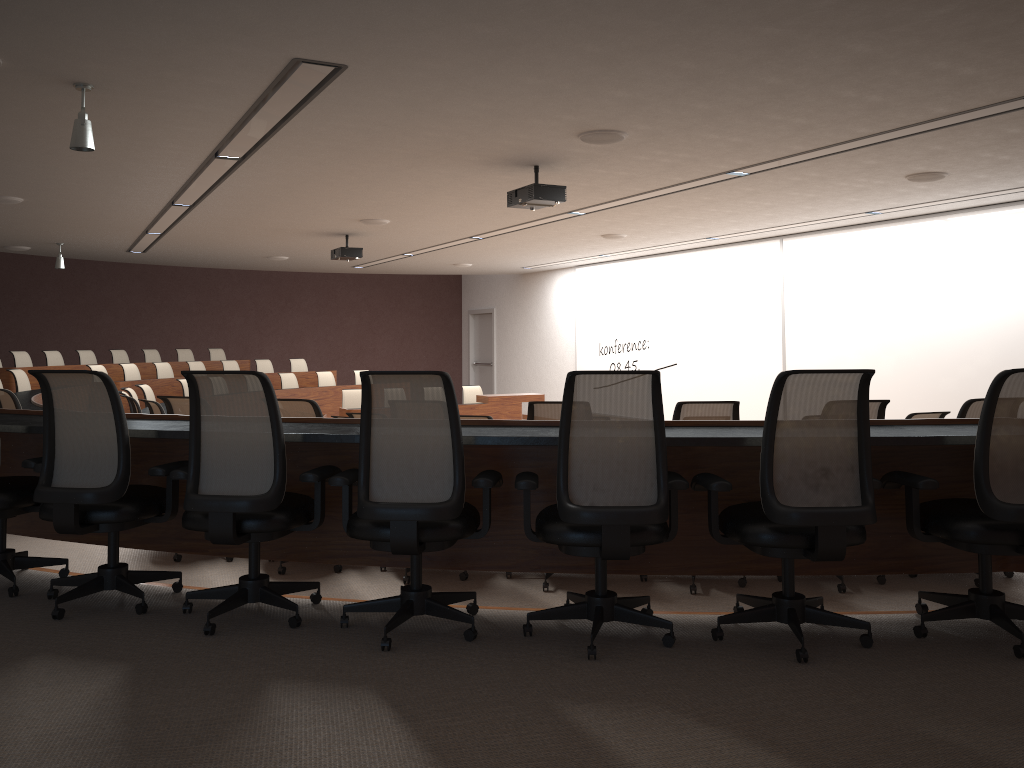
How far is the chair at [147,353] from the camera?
15.5 meters

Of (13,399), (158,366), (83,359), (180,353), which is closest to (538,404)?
(13,399)

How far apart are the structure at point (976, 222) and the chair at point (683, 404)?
6.3m

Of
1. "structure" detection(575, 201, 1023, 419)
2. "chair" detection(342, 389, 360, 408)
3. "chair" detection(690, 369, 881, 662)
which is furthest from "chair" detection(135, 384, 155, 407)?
"chair" detection(690, 369, 881, 662)

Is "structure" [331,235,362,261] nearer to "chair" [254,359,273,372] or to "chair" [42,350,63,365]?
"chair" [254,359,273,372]

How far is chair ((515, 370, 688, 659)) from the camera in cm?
291

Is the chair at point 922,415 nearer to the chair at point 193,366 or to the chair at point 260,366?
the chair at point 193,366

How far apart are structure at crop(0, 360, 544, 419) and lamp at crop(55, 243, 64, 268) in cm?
163

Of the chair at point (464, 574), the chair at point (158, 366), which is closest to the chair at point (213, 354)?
the chair at point (158, 366)

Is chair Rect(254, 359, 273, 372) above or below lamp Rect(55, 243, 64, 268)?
below
